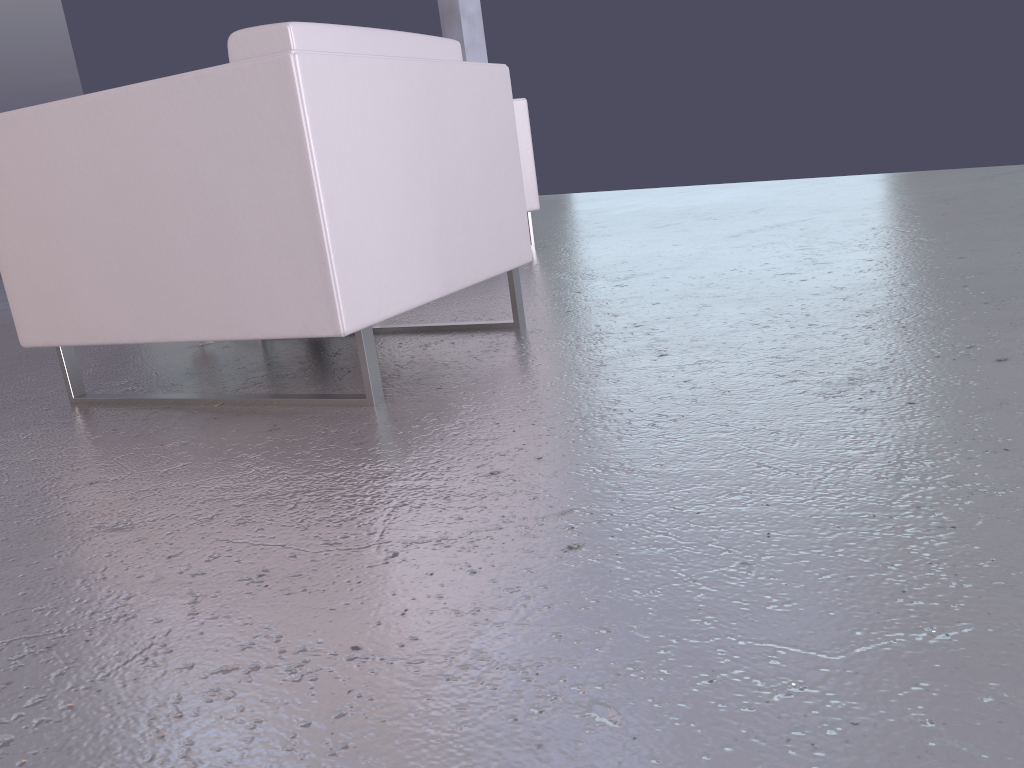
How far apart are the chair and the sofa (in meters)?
1.91

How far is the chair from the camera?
1.73m

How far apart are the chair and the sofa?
1.91m

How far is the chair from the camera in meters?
1.7 m

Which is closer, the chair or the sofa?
the chair

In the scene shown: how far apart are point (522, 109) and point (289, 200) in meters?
2.8

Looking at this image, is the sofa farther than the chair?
Yes

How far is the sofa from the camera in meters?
4.3
